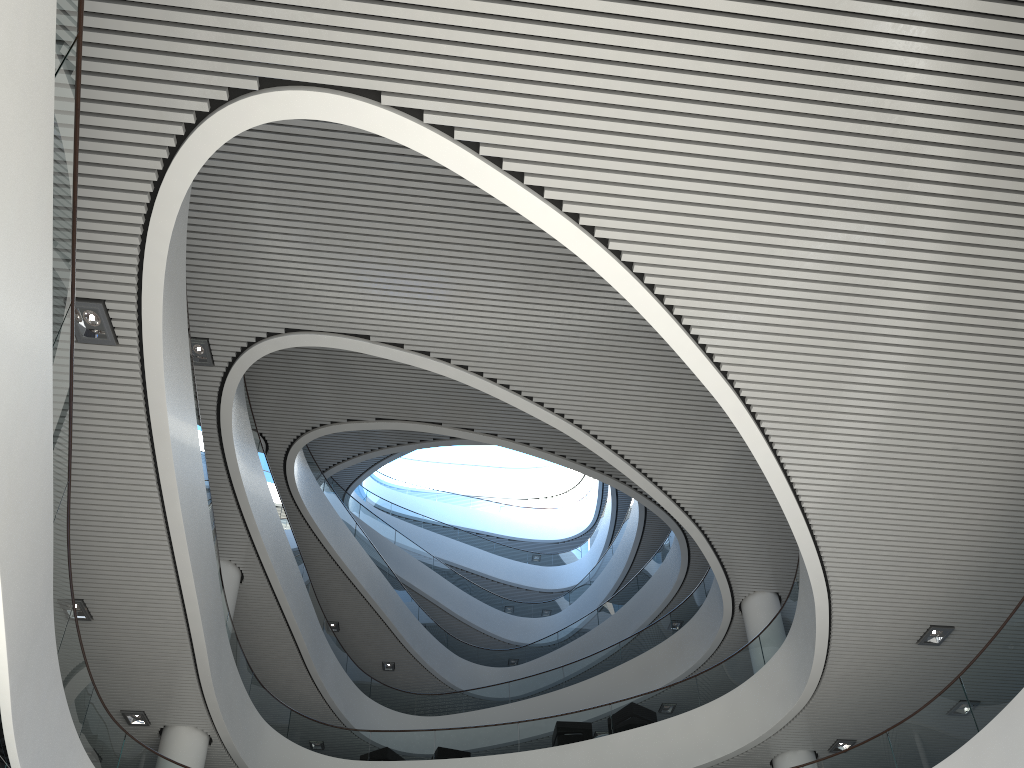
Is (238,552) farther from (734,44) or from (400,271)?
(734,44)
